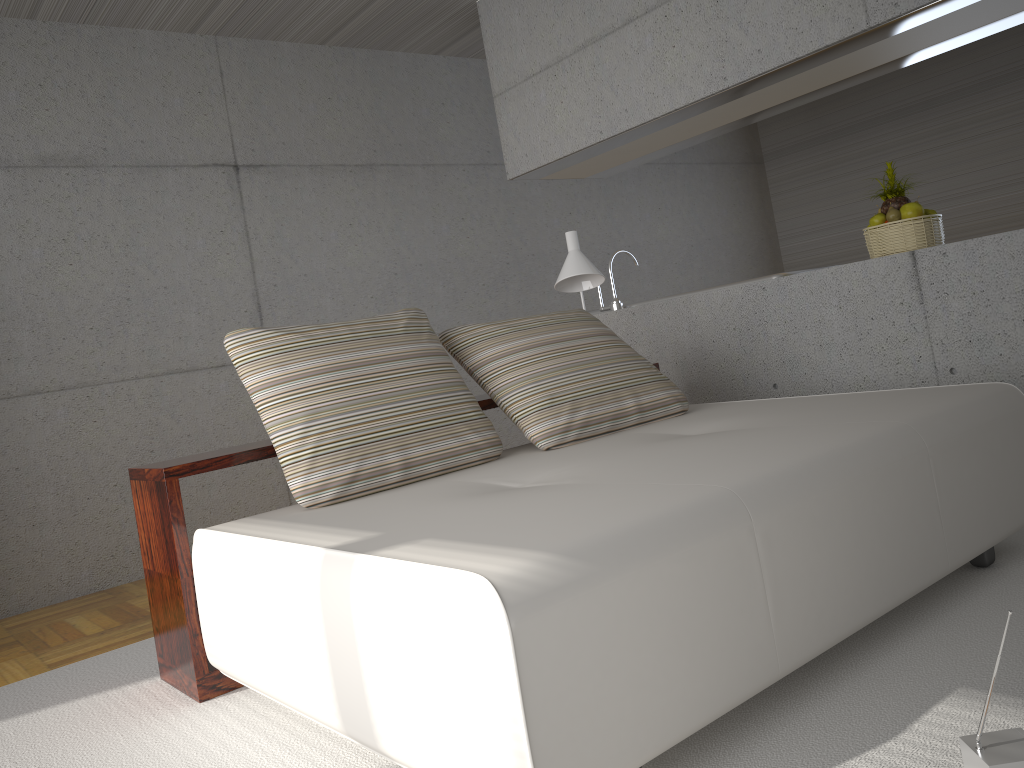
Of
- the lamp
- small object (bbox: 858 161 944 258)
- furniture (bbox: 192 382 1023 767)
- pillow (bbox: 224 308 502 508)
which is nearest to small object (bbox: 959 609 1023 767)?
furniture (bbox: 192 382 1023 767)

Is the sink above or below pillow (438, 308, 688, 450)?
above

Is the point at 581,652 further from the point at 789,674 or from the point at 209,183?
Answer: the point at 209,183

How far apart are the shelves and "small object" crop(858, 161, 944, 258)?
1.9m

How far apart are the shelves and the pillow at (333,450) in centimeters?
14cm

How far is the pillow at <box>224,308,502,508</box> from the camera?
2.7m

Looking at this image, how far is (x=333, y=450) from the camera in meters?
2.7 m

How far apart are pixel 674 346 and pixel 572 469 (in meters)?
2.26

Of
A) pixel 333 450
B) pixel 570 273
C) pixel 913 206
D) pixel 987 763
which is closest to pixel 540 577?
pixel 987 763

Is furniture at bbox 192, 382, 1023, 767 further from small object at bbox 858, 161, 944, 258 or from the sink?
the sink
